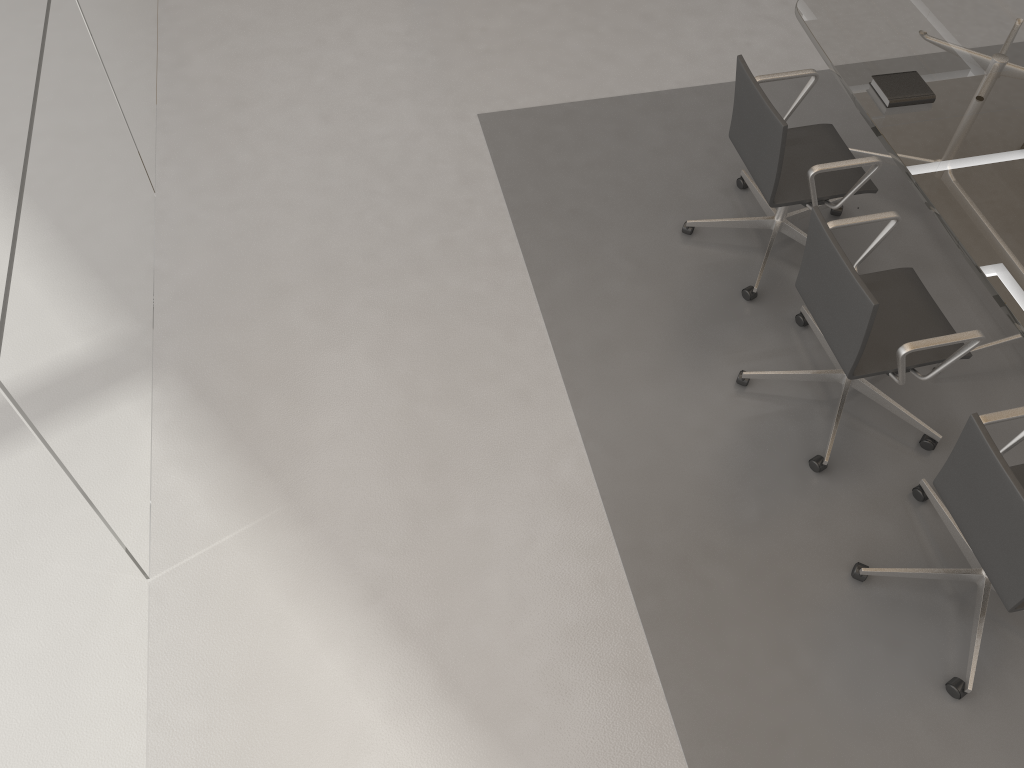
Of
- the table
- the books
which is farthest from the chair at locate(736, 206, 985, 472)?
the books

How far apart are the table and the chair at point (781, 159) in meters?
0.1

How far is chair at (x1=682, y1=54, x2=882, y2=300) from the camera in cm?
315

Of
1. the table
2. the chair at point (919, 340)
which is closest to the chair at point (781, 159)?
the table

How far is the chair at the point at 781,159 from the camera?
3.2 meters

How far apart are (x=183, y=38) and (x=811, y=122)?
3.2m

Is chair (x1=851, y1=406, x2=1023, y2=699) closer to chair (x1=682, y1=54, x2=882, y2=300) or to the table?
the table

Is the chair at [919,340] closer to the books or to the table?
the table

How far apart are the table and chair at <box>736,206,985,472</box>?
0.1 meters

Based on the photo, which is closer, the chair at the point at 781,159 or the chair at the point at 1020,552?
the chair at the point at 1020,552
